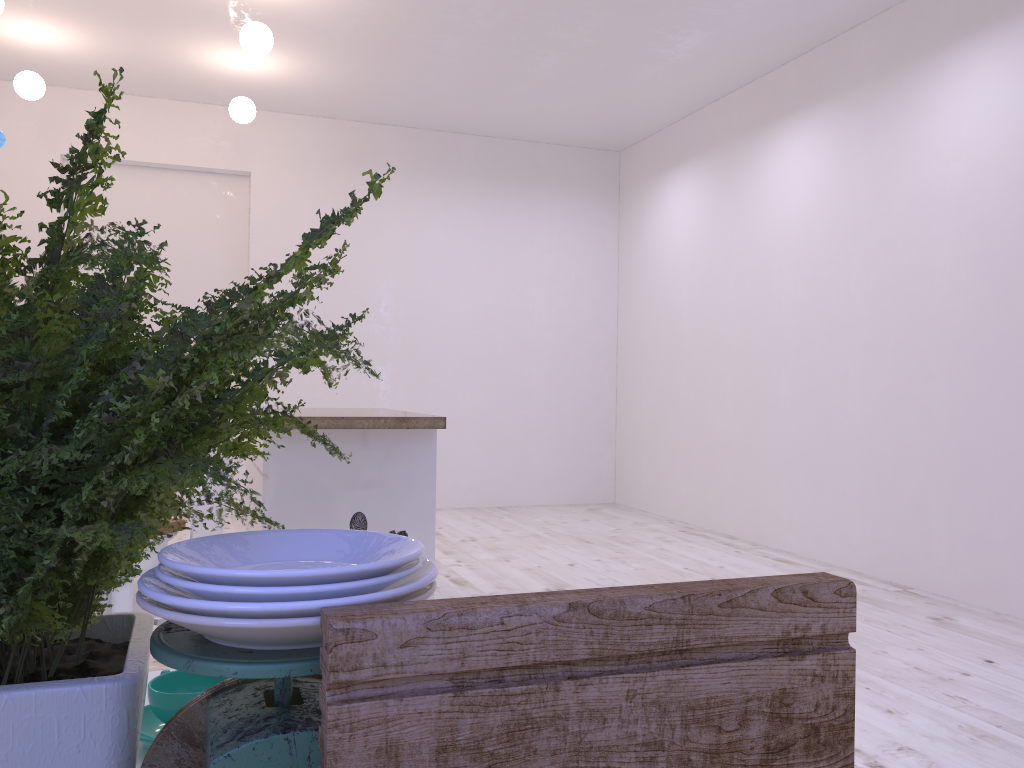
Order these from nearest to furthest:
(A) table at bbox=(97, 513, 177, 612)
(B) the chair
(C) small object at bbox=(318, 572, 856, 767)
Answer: (C) small object at bbox=(318, 572, 856, 767) → (A) table at bbox=(97, 513, 177, 612) → (B) the chair

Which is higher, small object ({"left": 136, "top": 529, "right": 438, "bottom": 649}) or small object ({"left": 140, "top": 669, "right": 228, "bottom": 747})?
small object ({"left": 136, "top": 529, "right": 438, "bottom": 649})

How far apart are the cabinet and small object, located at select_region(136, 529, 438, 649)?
2.66m

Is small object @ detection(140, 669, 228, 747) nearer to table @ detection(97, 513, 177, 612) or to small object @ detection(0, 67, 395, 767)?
small object @ detection(0, 67, 395, 767)

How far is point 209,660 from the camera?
0.4 meters

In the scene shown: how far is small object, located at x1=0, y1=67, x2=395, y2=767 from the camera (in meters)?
0.48

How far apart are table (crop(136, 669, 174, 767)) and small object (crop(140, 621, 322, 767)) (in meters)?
0.33

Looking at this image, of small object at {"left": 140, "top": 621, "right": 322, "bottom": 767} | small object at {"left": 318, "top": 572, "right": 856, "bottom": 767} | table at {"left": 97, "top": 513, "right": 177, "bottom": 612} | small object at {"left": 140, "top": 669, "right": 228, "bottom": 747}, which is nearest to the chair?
table at {"left": 97, "top": 513, "right": 177, "bottom": 612}

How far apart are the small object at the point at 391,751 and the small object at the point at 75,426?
0.1m

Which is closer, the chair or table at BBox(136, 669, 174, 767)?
table at BBox(136, 669, 174, 767)
